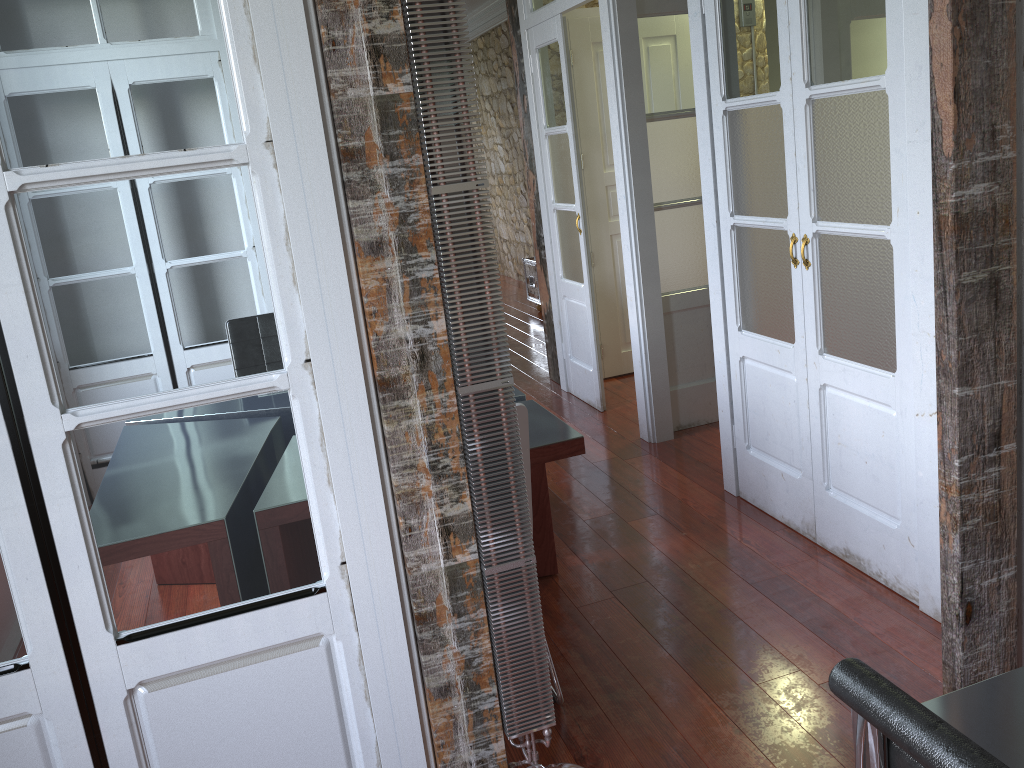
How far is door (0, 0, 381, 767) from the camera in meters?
1.5

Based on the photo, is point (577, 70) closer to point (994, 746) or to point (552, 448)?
point (552, 448)

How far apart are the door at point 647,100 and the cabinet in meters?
2.6 m

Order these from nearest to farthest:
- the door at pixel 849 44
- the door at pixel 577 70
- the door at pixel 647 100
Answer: the door at pixel 849 44
the door at pixel 647 100
the door at pixel 577 70

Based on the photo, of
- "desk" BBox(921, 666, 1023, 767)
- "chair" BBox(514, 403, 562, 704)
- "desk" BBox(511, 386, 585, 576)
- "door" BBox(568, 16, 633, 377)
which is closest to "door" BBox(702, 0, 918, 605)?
"desk" BBox(511, 386, 585, 576)

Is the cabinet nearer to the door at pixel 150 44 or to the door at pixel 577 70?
the door at pixel 577 70

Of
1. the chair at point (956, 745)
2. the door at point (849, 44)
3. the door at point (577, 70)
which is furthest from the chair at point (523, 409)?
the door at point (577, 70)

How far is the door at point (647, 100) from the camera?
4.20m

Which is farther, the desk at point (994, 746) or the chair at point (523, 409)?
the chair at point (523, 409)

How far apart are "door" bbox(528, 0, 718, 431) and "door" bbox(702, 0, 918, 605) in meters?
0.9 m
